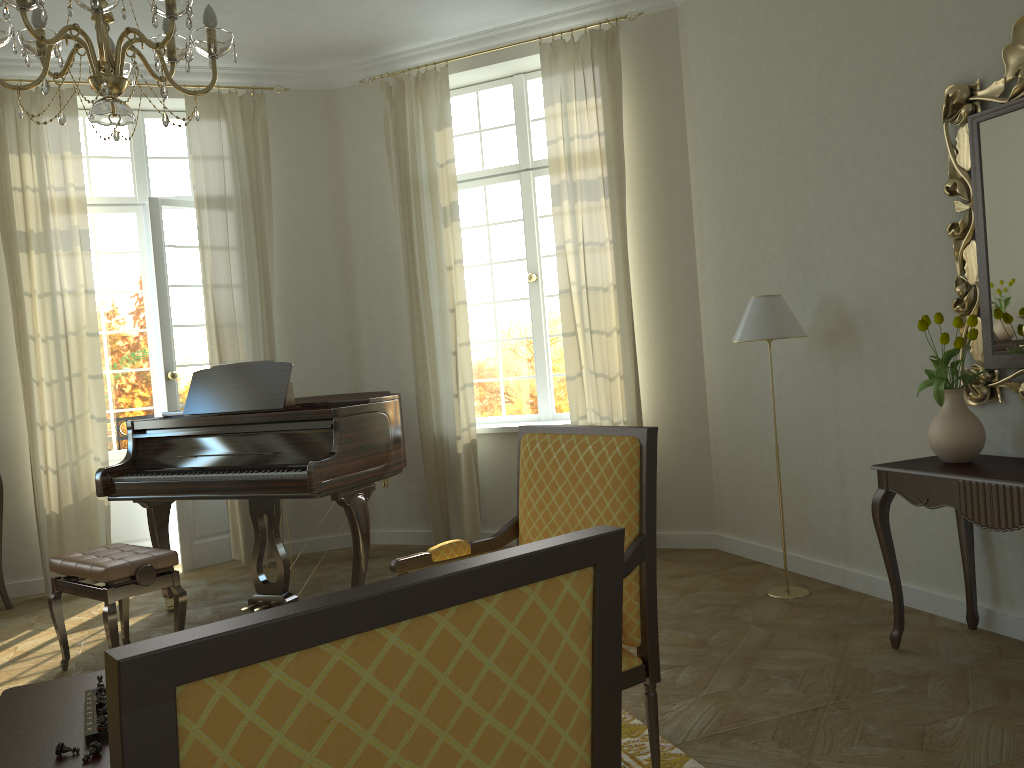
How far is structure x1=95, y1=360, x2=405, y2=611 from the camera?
4.56m

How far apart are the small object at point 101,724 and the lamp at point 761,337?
3.3 meters

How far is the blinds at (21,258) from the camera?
5.9m

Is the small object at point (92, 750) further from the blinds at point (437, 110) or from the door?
the door

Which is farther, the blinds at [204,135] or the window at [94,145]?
the window at [94,145]

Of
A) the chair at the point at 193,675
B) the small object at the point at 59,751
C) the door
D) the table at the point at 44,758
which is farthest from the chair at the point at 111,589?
the chair at the point at 193,675

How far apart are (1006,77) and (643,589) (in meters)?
2.54

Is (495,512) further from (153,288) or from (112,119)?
(112,119)

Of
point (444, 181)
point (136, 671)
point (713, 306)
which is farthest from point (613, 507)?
point (444, 181)

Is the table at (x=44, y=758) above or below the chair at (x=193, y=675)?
below
